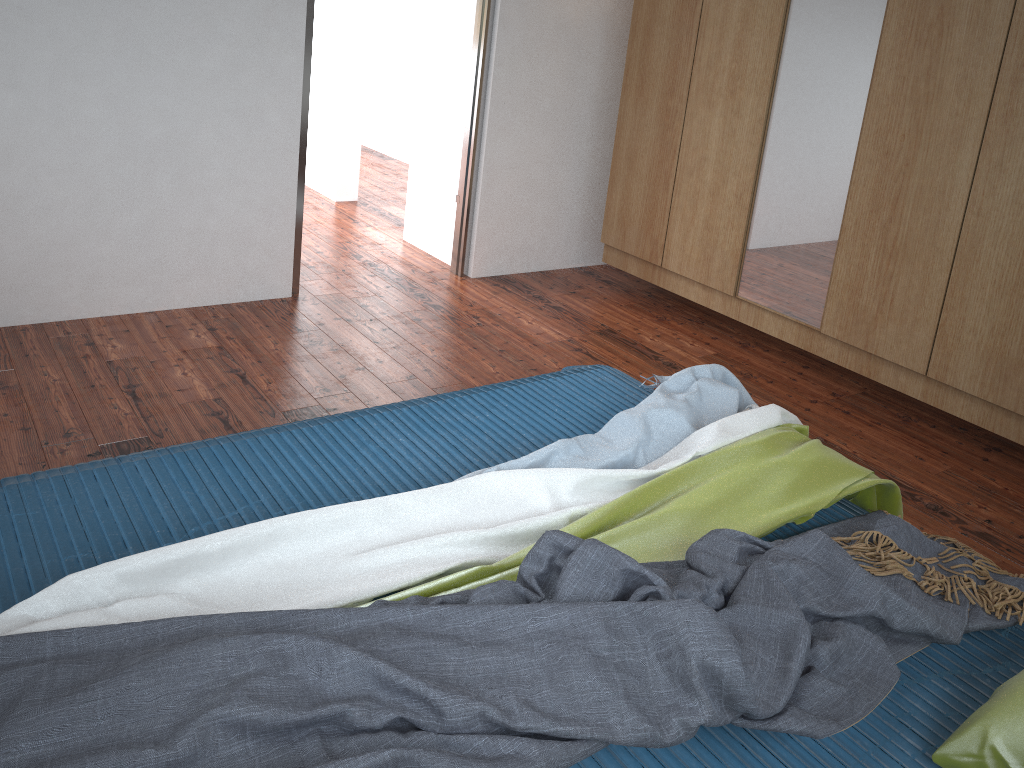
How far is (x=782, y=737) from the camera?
1.41m

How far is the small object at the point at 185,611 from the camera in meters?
1.4 m

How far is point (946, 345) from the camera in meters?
3.0

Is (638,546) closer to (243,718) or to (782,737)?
(782,737)

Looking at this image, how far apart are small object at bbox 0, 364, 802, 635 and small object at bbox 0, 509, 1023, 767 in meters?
0.0 m

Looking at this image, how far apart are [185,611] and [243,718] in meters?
0.3

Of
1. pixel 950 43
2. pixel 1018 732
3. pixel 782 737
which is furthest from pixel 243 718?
pixel 950 43

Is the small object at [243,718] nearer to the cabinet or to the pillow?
the pillow

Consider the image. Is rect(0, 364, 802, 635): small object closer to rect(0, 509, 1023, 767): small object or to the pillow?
rect(0, 509, 1023, 767): small object

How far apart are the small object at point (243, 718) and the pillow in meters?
0.1
